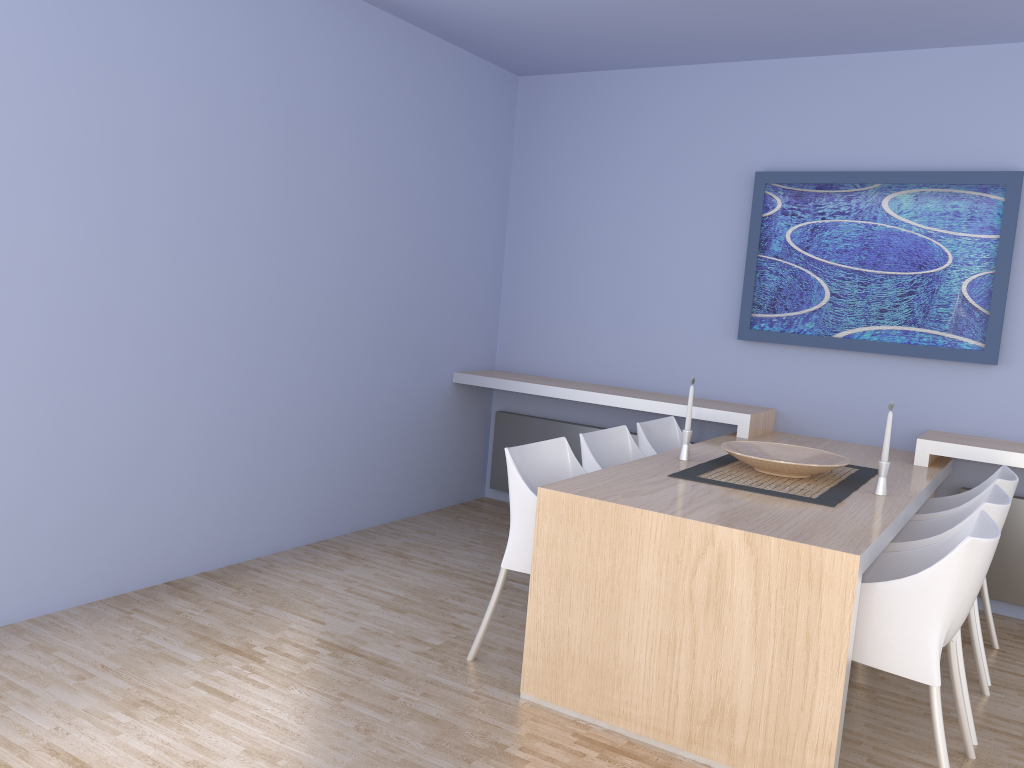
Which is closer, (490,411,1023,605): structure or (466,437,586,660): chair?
(466,437,586,660): chair

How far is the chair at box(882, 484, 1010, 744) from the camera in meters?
2.9 m

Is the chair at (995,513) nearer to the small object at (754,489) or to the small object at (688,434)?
the small object at (754,489)

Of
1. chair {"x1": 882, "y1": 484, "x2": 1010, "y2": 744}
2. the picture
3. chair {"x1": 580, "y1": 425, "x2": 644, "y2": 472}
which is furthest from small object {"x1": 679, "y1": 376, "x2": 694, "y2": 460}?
the picture

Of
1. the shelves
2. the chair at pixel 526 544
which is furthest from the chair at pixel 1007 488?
the chair at pixel 526 544

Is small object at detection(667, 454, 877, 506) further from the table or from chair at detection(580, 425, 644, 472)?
chair at detection(580, 425, 644, 472)

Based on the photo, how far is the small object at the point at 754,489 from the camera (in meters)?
3.13

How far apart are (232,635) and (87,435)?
0.9m

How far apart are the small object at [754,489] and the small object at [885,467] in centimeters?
9cm

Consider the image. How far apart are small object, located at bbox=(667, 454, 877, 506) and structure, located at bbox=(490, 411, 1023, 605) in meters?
0.9 m
